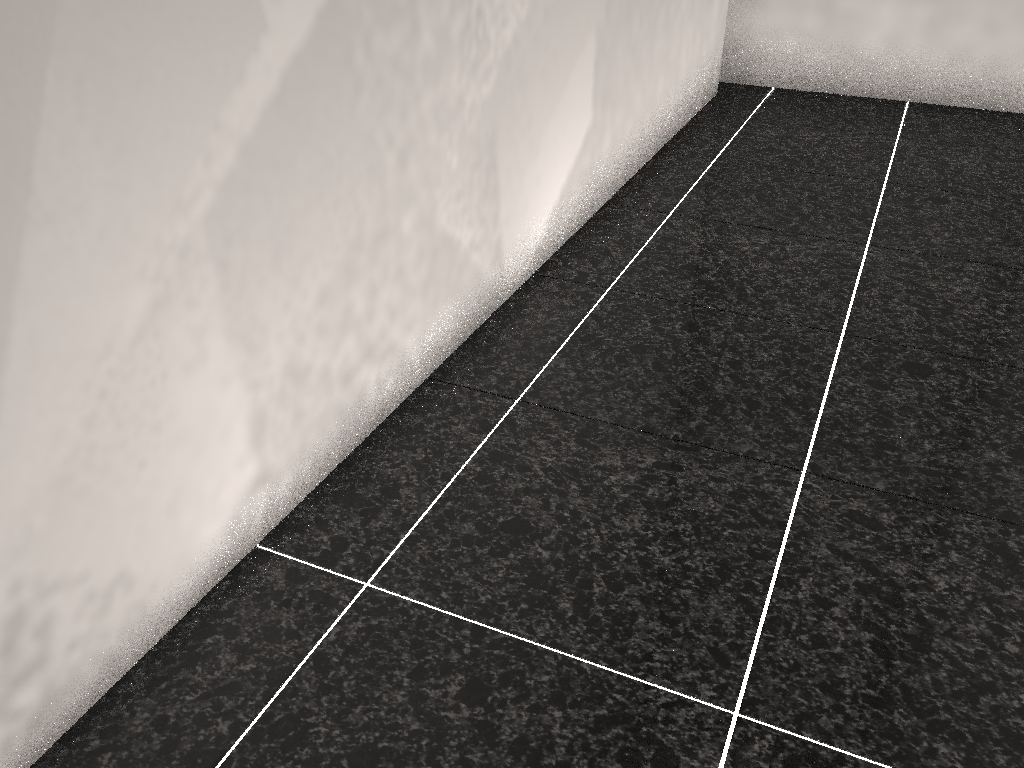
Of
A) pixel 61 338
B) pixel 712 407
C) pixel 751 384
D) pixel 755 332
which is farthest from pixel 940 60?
pixel 61 338

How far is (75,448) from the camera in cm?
110
